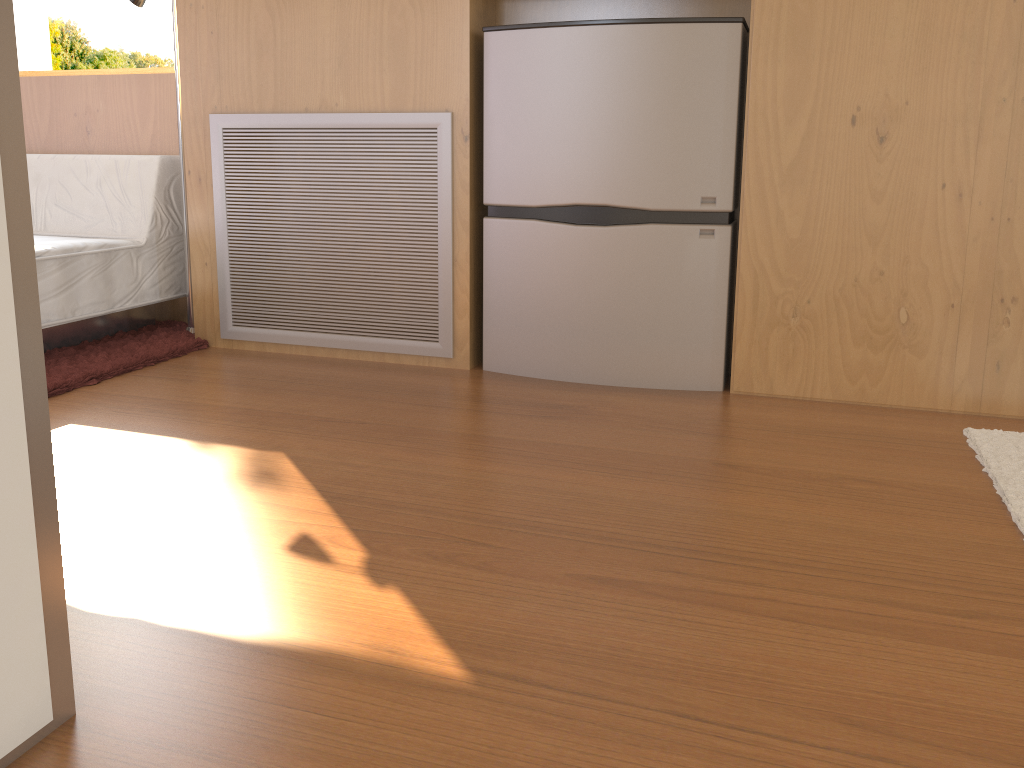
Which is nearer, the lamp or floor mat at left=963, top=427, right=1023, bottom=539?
floor mat at left=963, top=427, right=1023, bottom=539

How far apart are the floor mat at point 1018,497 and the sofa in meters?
2.4

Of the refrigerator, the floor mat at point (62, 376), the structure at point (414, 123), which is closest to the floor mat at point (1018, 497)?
the refrigerator

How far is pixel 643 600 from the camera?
1.3 meters

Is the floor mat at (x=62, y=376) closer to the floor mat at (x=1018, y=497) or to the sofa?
the sofa

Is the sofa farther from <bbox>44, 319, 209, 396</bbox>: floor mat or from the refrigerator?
the refrigerator

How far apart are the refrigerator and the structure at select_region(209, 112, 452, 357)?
0.1m

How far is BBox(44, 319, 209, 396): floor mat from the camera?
2.45m

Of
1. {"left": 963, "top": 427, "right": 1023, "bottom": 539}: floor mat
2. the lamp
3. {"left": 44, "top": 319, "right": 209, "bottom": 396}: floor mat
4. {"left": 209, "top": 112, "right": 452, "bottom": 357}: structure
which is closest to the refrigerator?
{"left": 209, "top": 112, "right": 452, "bottom": 357}: structure

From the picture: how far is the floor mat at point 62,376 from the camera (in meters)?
2.45
